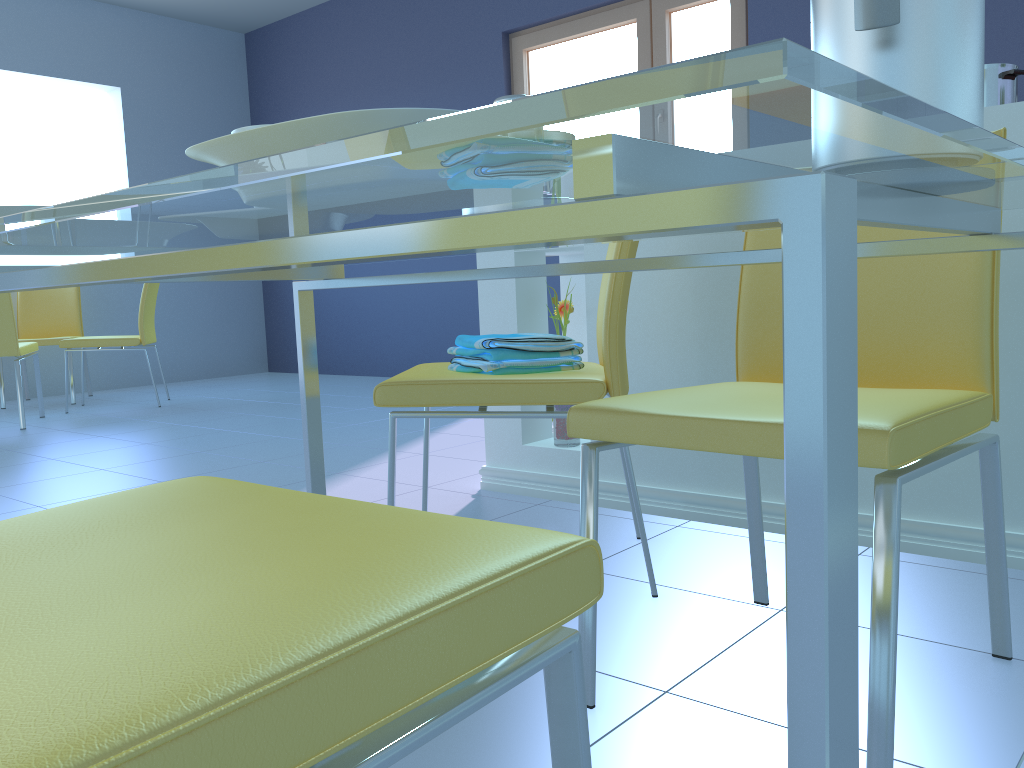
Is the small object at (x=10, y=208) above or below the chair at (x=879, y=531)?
above

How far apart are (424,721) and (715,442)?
0.60m

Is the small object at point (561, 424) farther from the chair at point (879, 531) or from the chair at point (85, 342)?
the chair at point (85, 342)

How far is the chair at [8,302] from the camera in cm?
397

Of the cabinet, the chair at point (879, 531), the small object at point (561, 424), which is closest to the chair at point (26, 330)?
the cabinet

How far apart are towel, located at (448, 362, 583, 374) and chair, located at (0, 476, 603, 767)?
0.9 meters

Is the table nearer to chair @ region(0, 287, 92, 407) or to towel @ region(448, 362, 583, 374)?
towel @ region(448, 362, 583, 374)

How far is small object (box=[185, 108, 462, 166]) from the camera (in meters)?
0.45

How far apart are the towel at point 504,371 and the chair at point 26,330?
4.1m

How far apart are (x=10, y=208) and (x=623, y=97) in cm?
67
